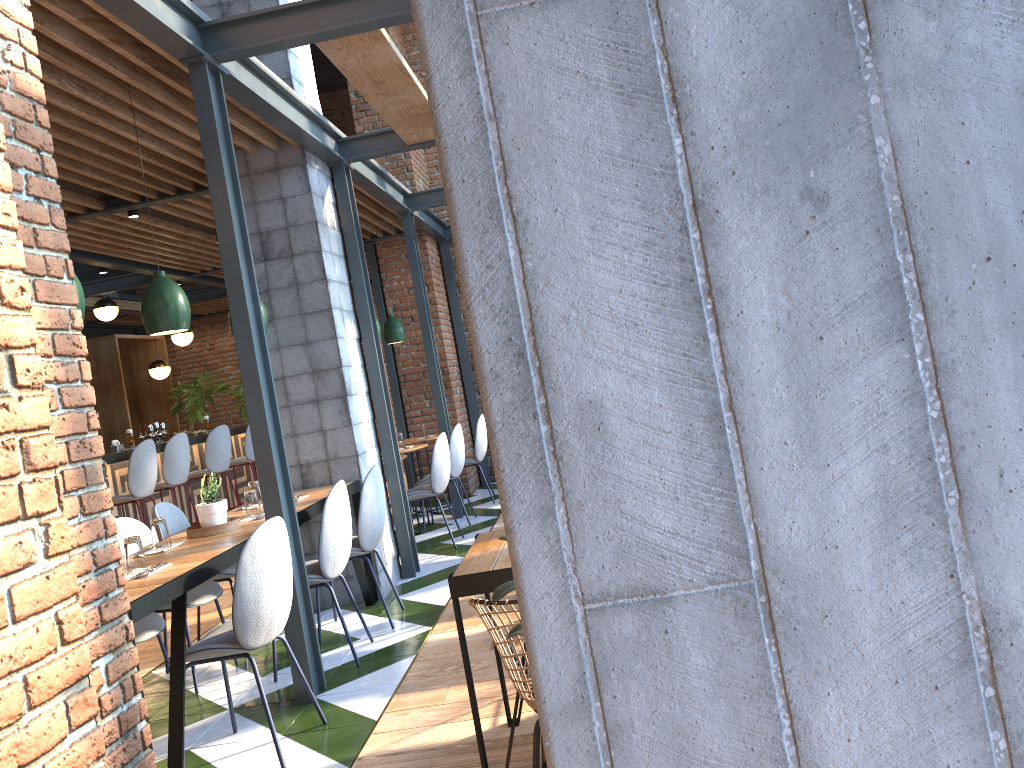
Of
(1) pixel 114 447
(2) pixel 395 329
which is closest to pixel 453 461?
(2) pixel 395 329

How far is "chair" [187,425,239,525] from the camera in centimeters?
888cm

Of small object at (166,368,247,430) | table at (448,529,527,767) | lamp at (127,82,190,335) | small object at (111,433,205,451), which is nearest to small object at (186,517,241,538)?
lamp at (127,82,190,335)

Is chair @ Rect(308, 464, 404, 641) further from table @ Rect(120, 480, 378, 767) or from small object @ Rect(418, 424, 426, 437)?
small object @ Rect(418, 424, 426, 437)

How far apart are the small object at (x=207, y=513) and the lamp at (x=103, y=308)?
6.90m

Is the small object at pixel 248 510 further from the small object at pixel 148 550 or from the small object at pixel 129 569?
the small object at pixel 129 569

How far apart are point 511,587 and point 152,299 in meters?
3.0 m

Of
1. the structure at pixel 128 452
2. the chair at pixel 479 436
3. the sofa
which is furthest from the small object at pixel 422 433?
the sofa

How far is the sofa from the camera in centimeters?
233cm

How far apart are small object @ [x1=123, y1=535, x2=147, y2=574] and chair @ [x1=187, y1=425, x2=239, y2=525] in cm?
564
